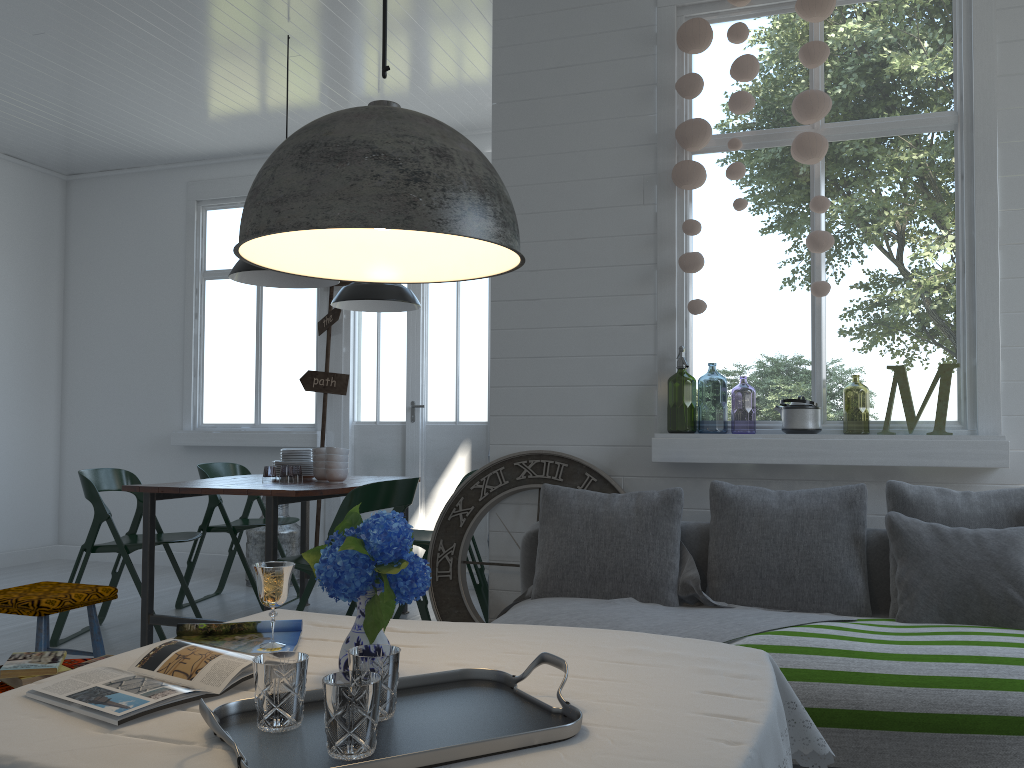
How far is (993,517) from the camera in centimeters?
335cm

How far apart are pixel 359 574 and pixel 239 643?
0.6m

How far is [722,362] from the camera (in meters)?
4.27

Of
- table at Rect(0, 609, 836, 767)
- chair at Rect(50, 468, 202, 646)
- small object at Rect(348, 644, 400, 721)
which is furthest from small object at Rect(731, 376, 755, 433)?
small object at Rect(348, 644, 400, 721)

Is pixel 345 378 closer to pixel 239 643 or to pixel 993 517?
pixel 993 517

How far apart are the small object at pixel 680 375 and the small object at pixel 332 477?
1.9 meters

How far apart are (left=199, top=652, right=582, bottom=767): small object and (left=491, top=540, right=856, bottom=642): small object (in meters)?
1.42

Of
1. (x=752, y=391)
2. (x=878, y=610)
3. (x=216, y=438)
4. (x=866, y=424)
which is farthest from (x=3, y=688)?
(x=752, y=391)

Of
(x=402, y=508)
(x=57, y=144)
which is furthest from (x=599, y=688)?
(x=57, y=144)

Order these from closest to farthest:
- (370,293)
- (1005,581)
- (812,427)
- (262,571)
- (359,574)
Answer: (359,574) → (262,571) → (1005,581) → (812,427) → (370,293)
